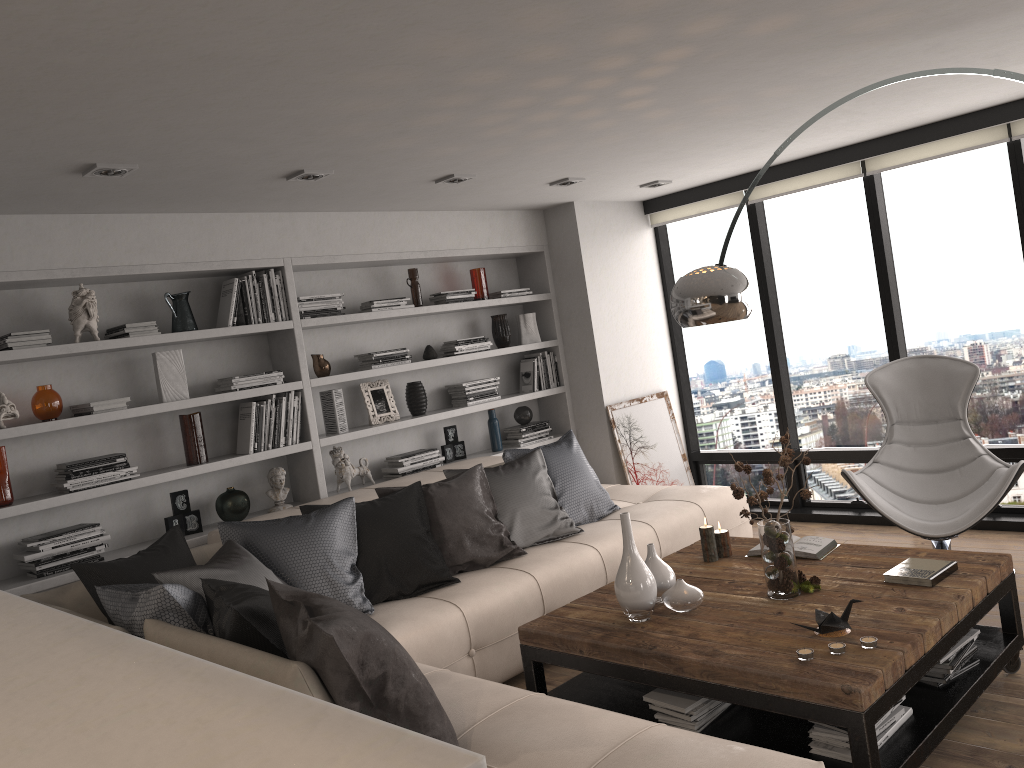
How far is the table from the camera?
2.61m

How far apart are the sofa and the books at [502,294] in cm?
Answer: 131

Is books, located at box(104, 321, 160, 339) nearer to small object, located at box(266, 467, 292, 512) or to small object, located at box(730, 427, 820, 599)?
small object, located at box(266, 467, 292, 512)

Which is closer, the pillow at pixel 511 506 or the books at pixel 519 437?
the pillow at pixel 511 506

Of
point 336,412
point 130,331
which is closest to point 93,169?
point 130,331

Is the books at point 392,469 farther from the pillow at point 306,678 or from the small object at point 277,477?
the pillow at point 306,678

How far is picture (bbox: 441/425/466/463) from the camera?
5.8 meters

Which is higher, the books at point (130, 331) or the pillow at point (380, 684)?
the books at point (130, 331)

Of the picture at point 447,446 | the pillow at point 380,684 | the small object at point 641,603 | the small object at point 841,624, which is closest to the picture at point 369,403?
the picture at point 447,446

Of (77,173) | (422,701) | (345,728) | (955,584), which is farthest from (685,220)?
(345,728)
